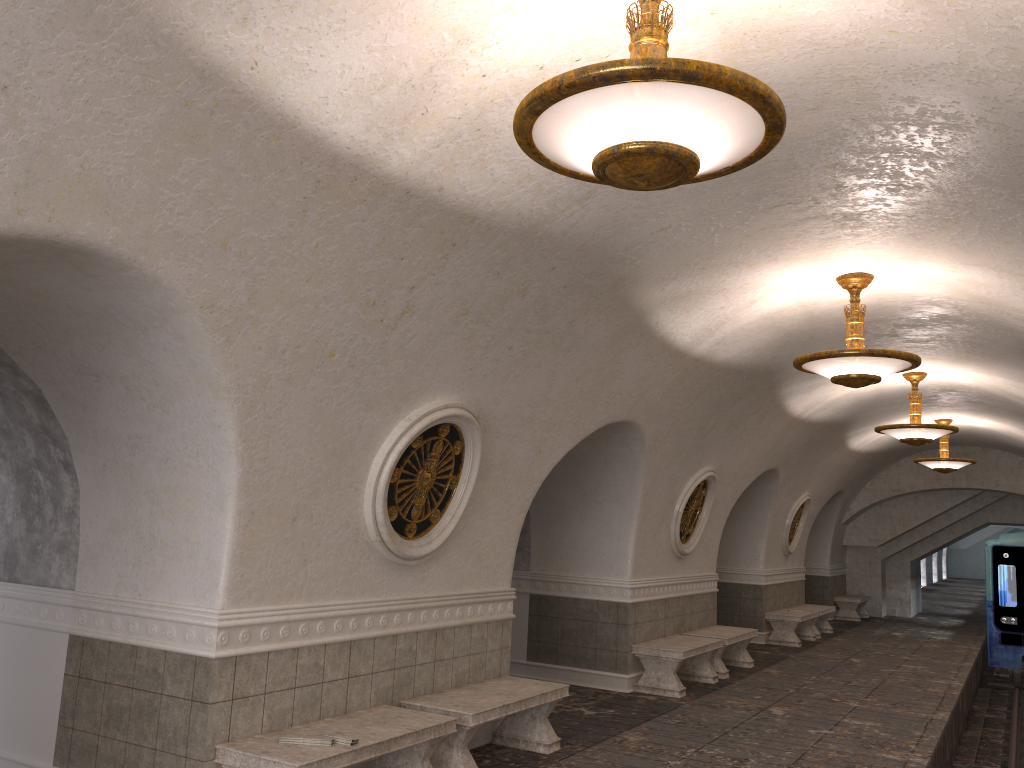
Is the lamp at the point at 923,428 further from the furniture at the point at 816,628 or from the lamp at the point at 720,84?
the lamp at the point at 720,84

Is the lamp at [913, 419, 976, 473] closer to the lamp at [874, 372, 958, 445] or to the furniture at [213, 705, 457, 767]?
the lamp at [874, 372, 958, 445]

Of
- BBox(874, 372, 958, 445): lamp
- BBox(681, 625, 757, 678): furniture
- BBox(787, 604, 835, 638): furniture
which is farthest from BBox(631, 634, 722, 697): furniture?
BBox(787, 604, 835, 638): furniture

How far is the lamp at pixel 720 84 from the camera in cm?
291

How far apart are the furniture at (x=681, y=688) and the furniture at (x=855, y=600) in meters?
10.9

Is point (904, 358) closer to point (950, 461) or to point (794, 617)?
point (794, 617)

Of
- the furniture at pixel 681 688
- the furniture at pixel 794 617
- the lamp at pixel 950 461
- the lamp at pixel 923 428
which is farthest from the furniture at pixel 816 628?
the furniture at pixel 681 688

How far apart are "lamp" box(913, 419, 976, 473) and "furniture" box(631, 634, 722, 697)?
6.8m

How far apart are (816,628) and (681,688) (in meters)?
7.67

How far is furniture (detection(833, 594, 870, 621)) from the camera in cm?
2024
